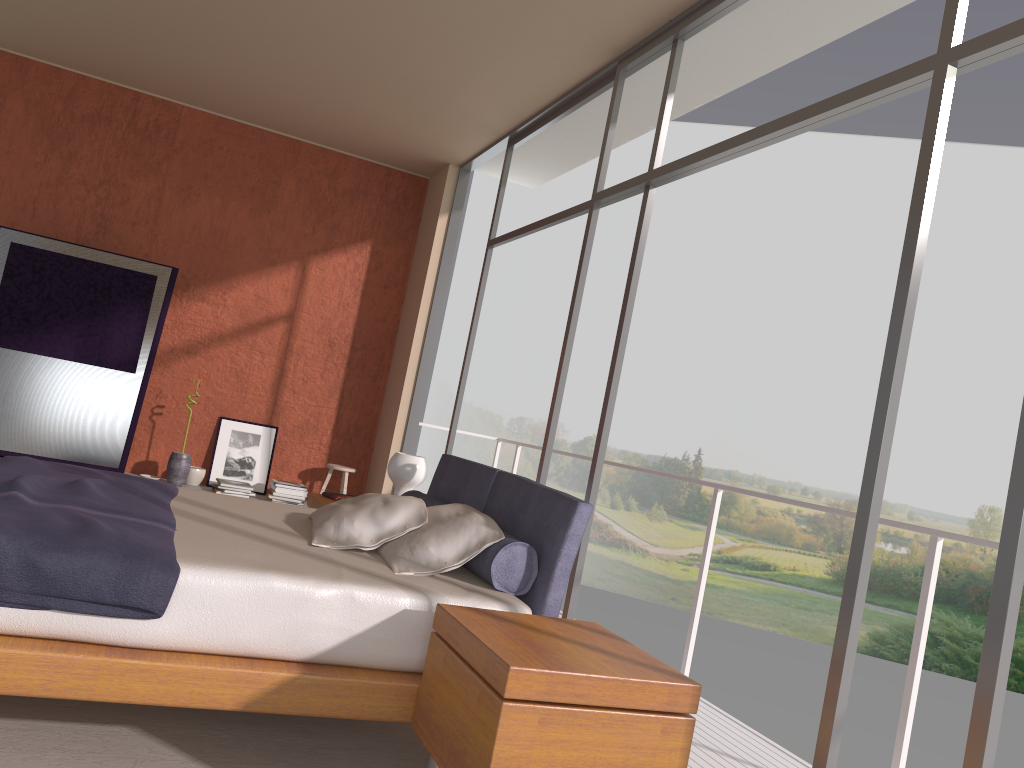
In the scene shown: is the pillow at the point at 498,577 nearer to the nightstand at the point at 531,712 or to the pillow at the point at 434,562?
the pillow at the point at 434,562

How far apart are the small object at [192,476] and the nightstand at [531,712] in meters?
4.6

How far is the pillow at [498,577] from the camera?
3.1 meters

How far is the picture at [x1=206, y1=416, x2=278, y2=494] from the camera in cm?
698

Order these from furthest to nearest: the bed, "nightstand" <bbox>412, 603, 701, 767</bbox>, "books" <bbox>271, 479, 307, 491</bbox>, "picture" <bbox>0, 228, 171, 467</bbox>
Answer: "books" <bbox>271, 479, 307, 491</bbox>, "picture" <bbox>0, 228, 171, 467</bbox>, the bed, "nightstand" <bbox>412, 603, 701, 767</bbox>

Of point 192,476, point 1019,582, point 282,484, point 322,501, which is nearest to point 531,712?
point 1019,582

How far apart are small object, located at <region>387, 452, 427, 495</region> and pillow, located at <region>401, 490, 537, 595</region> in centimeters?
45cm

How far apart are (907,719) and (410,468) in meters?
2.7

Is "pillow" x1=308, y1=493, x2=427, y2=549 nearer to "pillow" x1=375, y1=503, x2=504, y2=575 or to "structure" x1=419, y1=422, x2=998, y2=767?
"pillow" x1=375, y1=503, x2=504, y2=575

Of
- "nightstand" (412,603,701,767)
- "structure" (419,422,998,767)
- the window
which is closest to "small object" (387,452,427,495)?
the window
